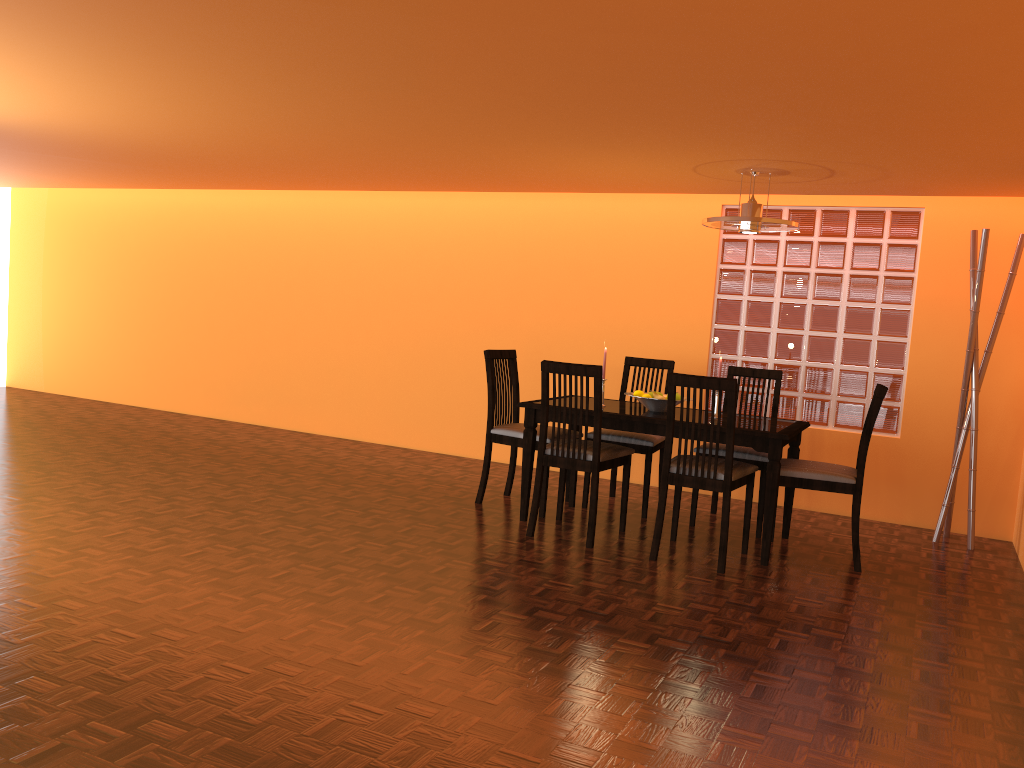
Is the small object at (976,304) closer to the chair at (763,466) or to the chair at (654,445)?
the chair at (763,466)

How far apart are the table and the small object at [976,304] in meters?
0.8 m

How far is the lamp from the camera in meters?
3.9 m

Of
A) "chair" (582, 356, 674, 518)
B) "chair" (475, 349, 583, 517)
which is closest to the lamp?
"chair" (582, 356, 674, 518)

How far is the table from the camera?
3.8 meters

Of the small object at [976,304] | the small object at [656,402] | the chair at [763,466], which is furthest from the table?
the small object at [976,304]

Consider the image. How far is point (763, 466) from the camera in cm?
427

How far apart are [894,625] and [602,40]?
2.23m

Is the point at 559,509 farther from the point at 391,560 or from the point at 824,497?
the point at 824,497

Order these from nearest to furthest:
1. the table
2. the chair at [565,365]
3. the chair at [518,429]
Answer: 1. the table
2. the chair at [565,365]
3. the chair at [518,429]
